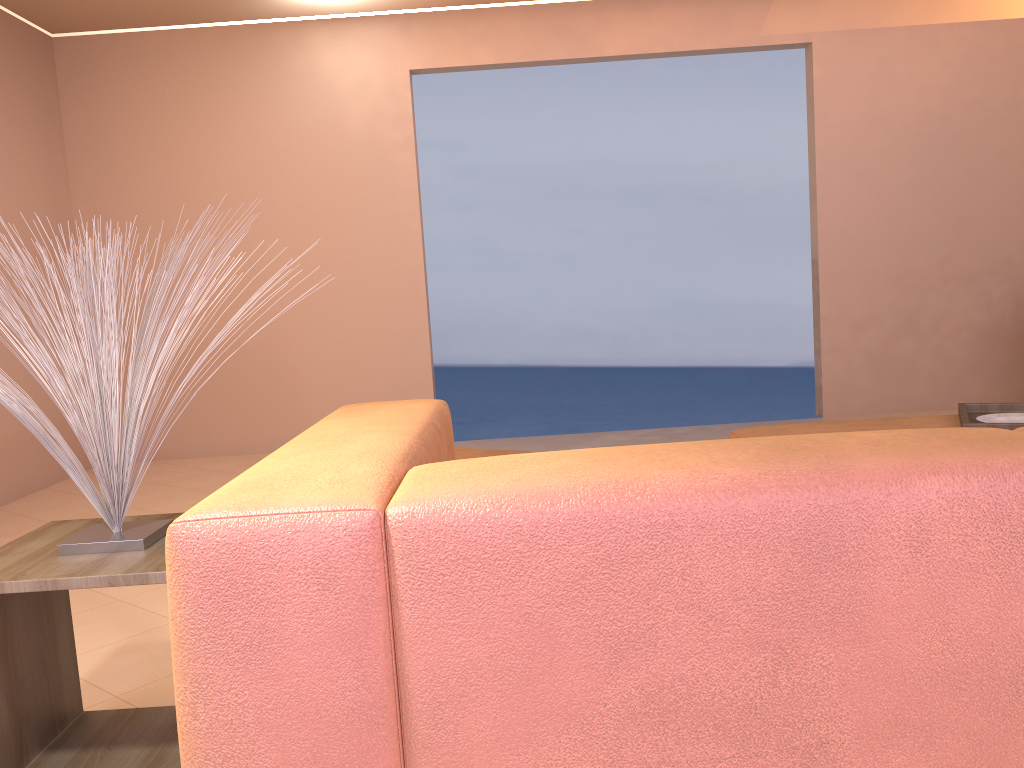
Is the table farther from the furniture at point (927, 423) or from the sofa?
the furniture at point (927, 423)

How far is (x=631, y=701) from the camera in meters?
0.9 m

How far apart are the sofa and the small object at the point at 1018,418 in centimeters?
192cm

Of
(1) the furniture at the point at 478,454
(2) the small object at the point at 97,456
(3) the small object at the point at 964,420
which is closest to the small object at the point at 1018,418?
(3) the small object at the point at 964,420

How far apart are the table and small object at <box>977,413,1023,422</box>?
2.5m

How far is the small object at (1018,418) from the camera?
2.8m

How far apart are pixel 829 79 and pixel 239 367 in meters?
3.8 m

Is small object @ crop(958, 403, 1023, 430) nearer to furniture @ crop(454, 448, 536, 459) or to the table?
furniture @ crop(454, 448, 536, 459)

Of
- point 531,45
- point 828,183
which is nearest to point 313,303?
point 531,45

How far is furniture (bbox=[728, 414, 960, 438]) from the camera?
2.9 meters
